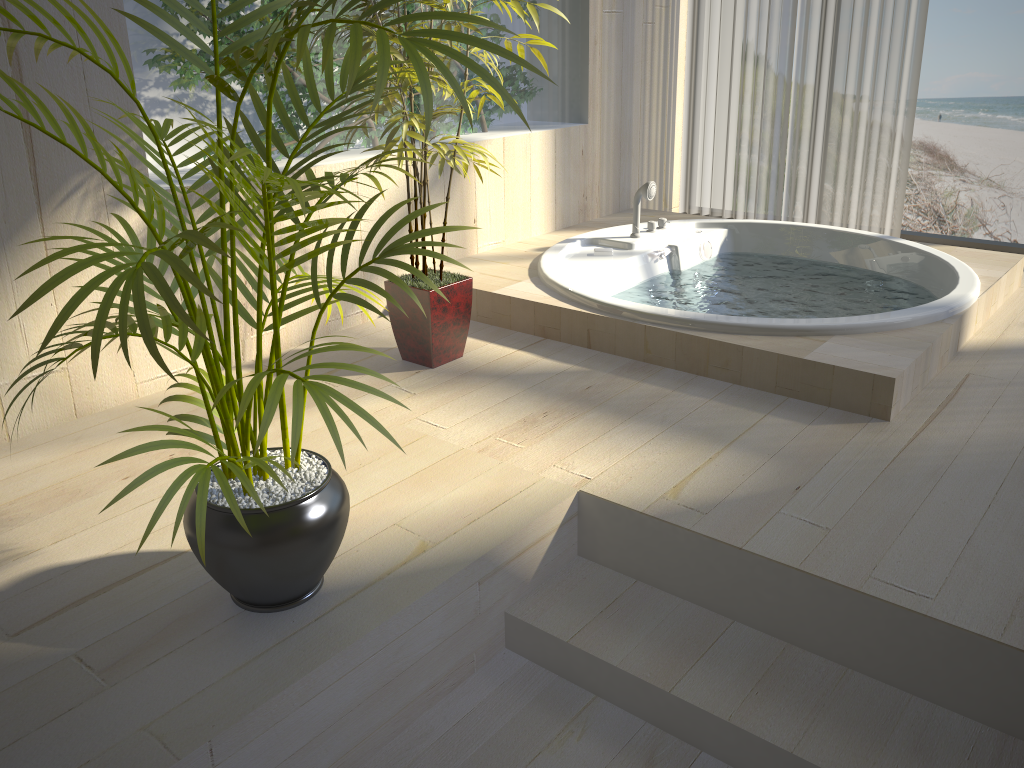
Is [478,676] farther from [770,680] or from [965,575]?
[965,575]

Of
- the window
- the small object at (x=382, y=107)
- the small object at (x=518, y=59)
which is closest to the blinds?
the window

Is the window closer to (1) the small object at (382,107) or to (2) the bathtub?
(2) the bathtub

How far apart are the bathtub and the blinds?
0.5m

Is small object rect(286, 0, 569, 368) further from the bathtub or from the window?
the window

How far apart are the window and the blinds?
0.07m

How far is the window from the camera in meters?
4.0 m

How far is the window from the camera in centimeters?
401cm

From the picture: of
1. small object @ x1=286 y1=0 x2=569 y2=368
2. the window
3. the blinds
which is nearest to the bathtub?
small object @ x1=286 y1=0 x2=569 y2=368

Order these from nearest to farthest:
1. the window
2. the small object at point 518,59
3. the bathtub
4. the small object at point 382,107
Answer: the small object at point 518,59 → the bathtub → the small object at point 382,107 → the window
